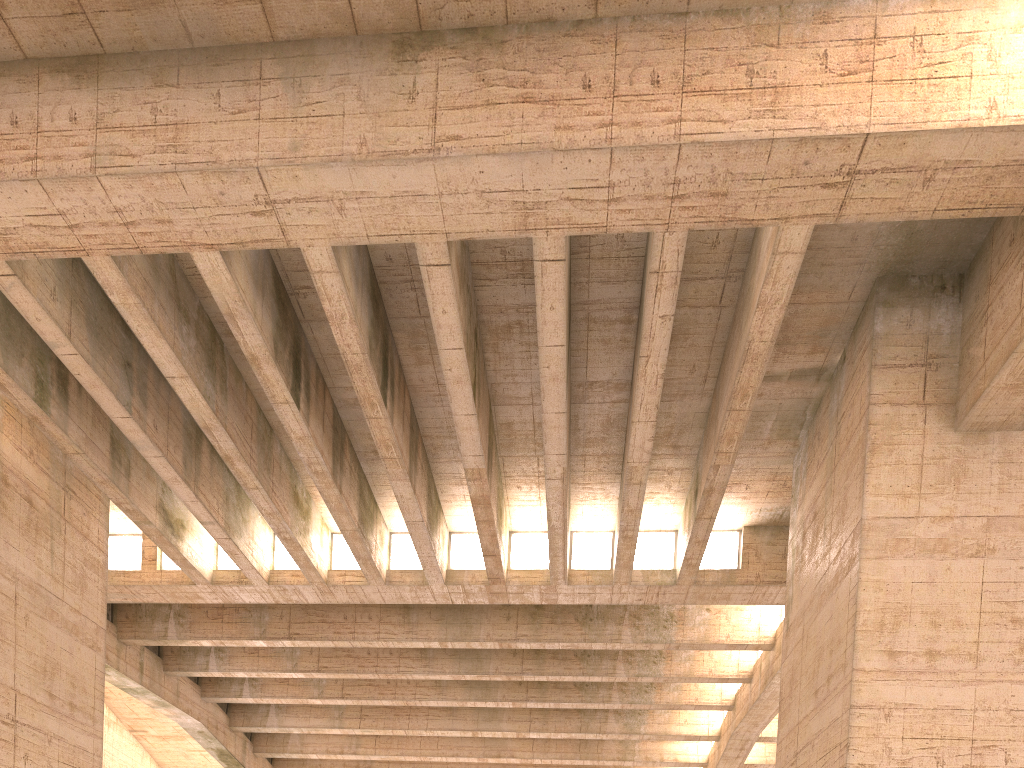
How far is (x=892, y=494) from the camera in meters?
10.7

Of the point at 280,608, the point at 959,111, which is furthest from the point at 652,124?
the point at 280,608
